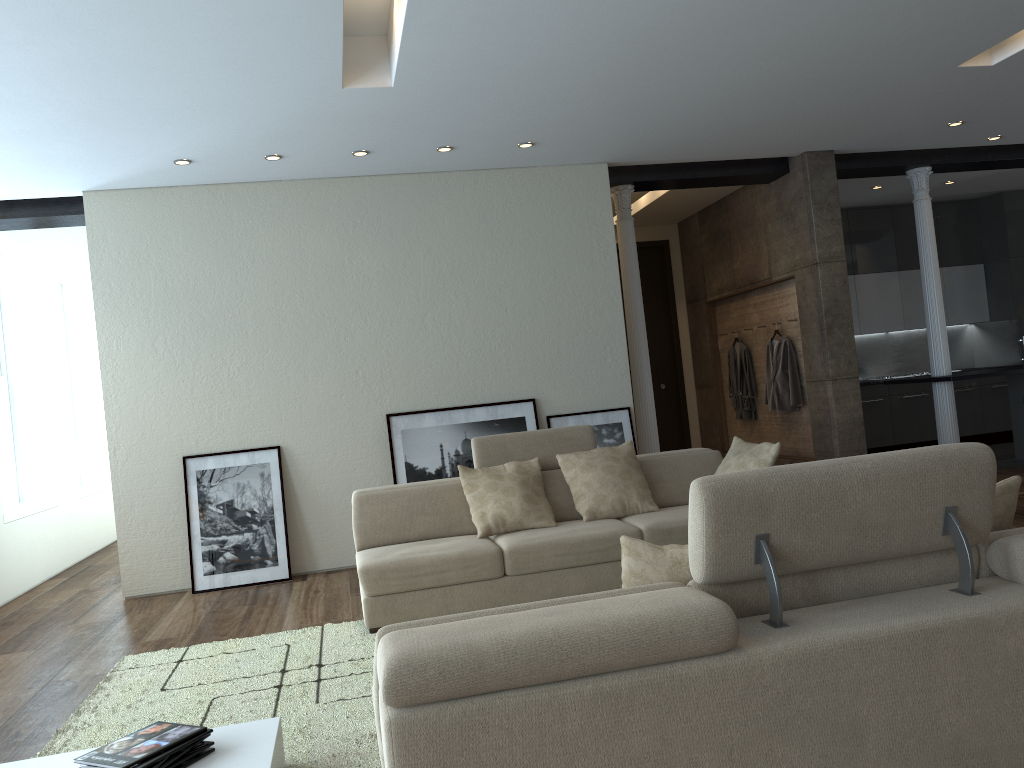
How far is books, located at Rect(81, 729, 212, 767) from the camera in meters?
2.5 m

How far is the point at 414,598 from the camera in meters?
4.7 m

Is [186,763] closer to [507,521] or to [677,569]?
[677,569]

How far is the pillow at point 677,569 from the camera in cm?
222

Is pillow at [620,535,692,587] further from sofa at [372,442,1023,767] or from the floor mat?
the floor mat

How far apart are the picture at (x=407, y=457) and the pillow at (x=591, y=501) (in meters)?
1.55

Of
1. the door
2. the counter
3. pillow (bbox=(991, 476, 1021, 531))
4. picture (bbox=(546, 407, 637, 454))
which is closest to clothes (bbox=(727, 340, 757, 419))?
the door

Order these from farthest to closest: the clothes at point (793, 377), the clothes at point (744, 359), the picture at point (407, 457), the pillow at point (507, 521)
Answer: the clothes at point (744, 359), the clothes at point (793, 377), the picture at point (407, 457), the pillow at point (507, 521)

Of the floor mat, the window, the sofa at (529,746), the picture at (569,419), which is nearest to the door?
the picture at (569,419)

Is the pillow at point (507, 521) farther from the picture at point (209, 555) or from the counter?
the counter
